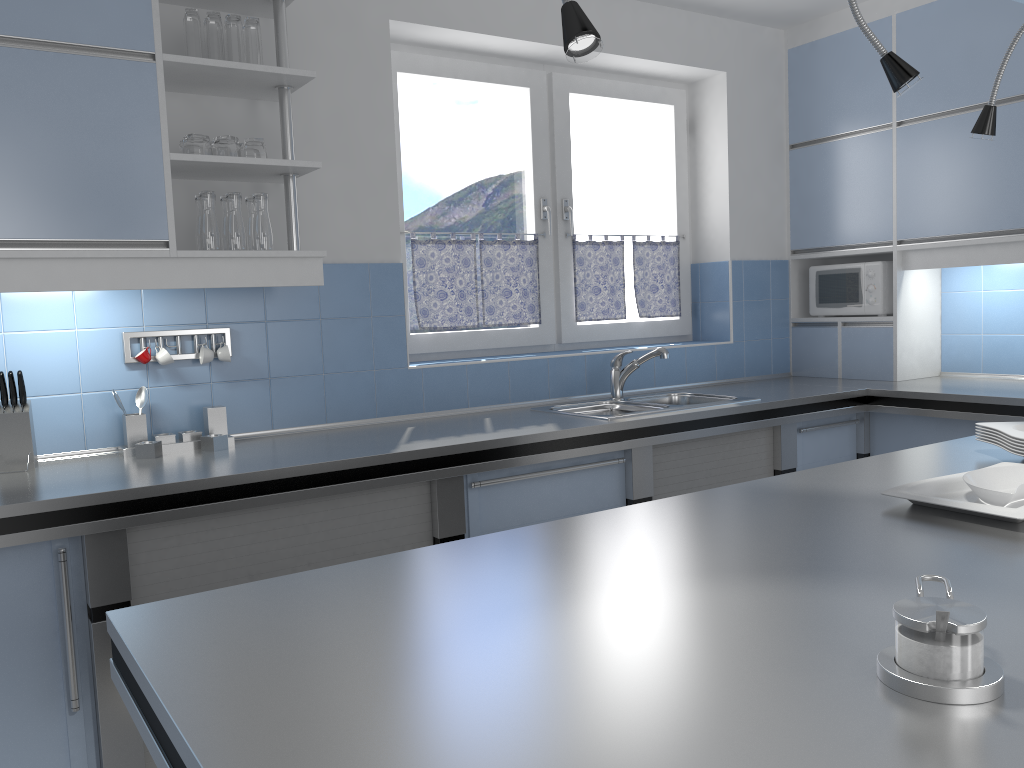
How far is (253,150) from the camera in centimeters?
277cm

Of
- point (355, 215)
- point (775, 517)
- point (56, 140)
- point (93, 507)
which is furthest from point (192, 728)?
point (355, 215)

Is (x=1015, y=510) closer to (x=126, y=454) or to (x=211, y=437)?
(x=211, y=437)

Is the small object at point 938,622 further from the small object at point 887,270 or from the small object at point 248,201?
the small object at point 887,270

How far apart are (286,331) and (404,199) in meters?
0.9

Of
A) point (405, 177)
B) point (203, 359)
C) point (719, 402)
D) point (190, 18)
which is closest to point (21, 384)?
point (203, 359)

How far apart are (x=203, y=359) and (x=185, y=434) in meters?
0.3

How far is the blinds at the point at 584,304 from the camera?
4.13m

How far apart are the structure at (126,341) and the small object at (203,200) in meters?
0.4

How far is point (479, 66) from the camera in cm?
377
